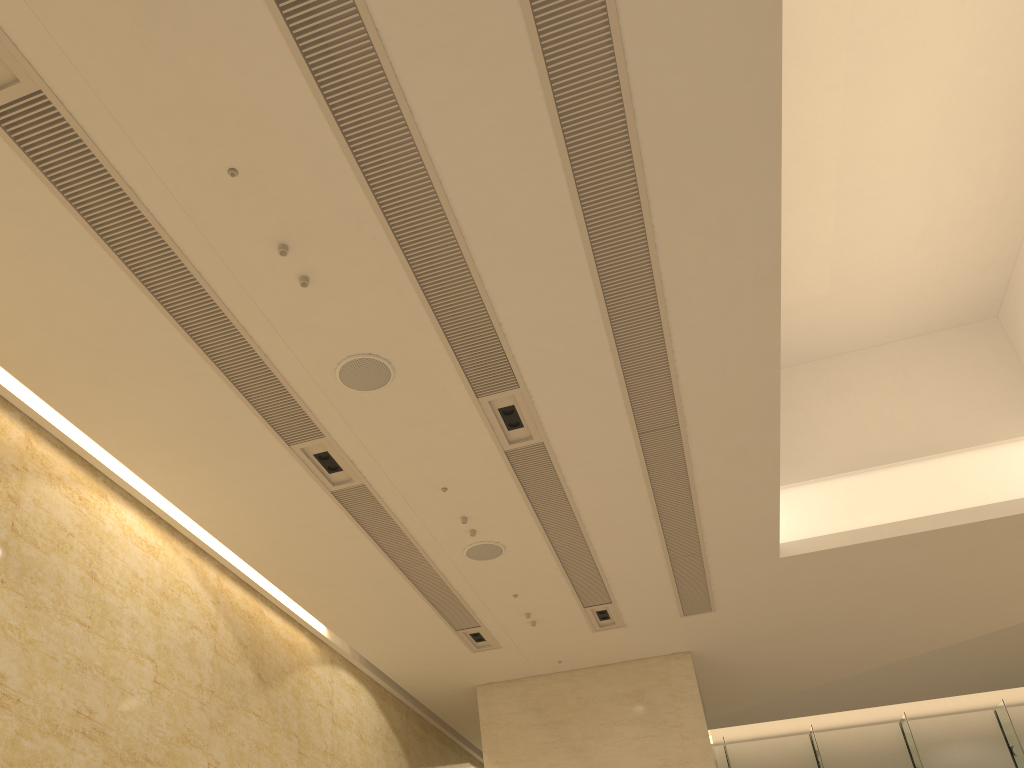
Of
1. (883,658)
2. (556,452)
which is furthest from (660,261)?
(883,658)

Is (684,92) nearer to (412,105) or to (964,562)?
(412,105)
